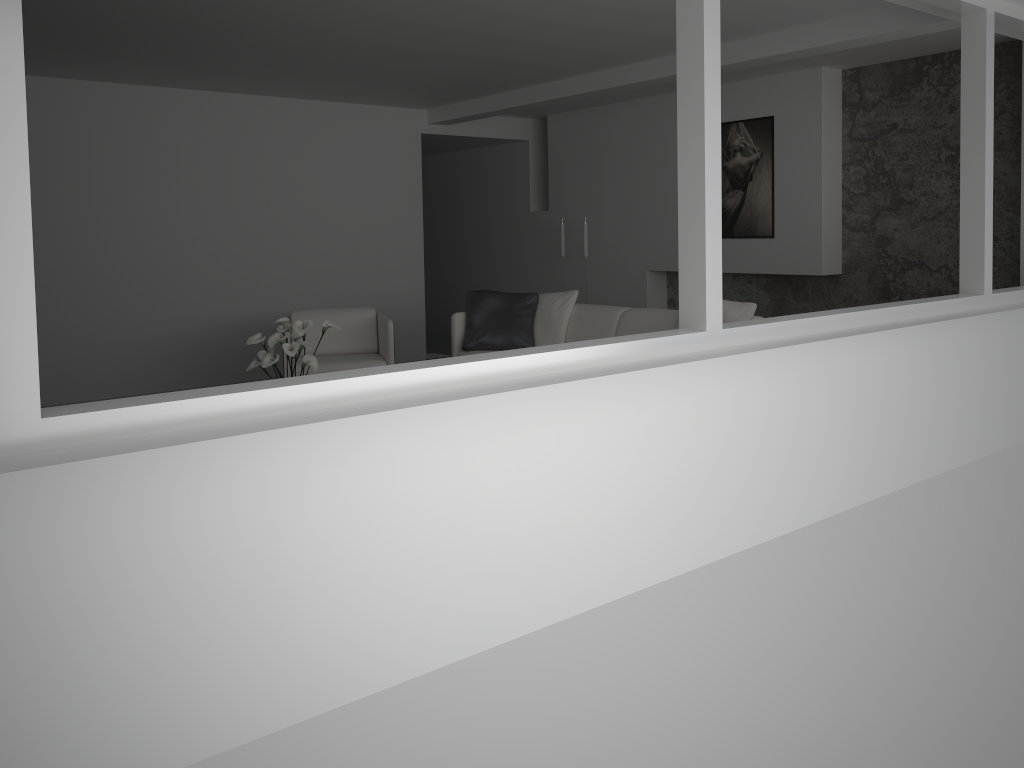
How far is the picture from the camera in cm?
714

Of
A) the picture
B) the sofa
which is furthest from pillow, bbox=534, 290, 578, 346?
the picture

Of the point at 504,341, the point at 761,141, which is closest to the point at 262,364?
the point at 504,341

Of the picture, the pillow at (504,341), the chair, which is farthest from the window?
the chair

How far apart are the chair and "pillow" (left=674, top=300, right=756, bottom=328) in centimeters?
226cm

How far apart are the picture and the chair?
3.1m

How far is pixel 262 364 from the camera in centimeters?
469cm

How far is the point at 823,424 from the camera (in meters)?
3.79

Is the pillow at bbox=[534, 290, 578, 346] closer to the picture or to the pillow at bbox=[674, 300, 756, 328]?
the pillow at bbox=[674, 300, 756, 328]

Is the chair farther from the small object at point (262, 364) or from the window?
the window
